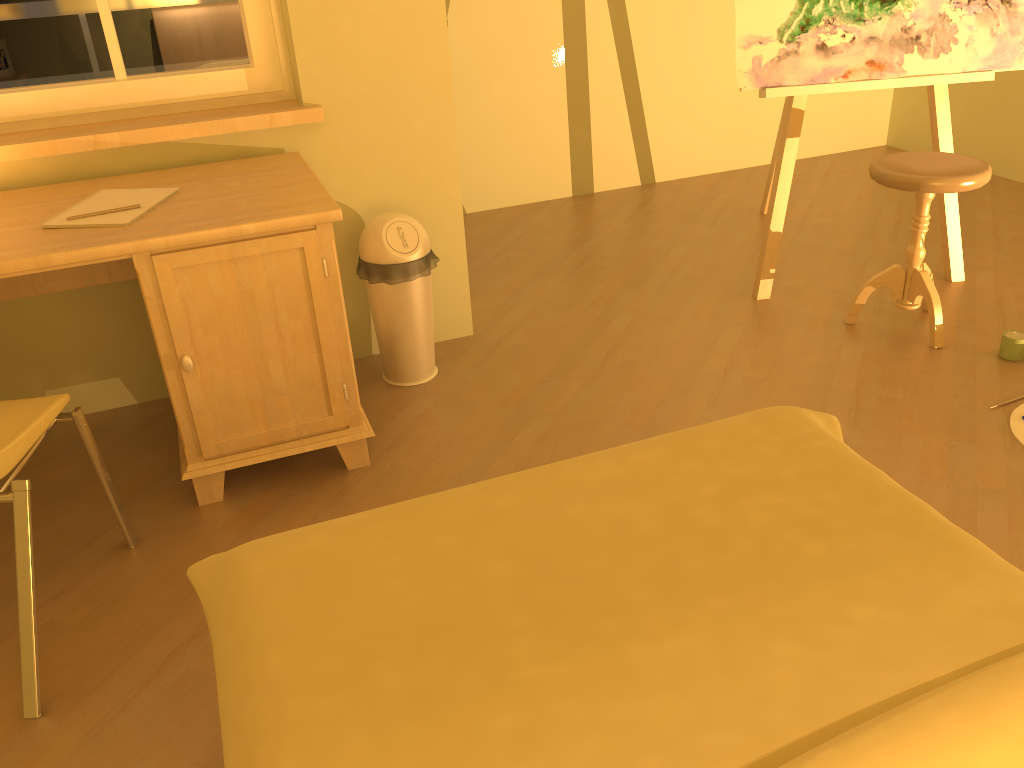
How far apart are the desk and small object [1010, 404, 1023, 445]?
1.7 meters

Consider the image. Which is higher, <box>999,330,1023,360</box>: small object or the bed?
the bed

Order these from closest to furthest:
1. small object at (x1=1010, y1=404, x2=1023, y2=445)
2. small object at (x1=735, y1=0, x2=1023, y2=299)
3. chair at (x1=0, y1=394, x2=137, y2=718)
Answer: chair at (x1=0, y1=394, x2=137, y2=718) < small object at (x1=1010, y1=404, x2=1023, y2=445) < small object at (x1=735, y1=0, x2=1023, y2=299)

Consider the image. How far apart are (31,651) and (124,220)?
1.0m

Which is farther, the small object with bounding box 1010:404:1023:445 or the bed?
the small object with bounding box 1010:404:1023:445

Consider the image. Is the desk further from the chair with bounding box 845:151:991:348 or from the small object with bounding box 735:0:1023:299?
the chair with bounding box 845:151:991:348

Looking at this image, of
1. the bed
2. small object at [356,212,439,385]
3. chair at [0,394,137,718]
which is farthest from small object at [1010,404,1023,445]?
chair at [0,394,137,718]

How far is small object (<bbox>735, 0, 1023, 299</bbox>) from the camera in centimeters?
295cm

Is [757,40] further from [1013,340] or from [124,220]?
[124,220]

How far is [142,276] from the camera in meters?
2.0 m
